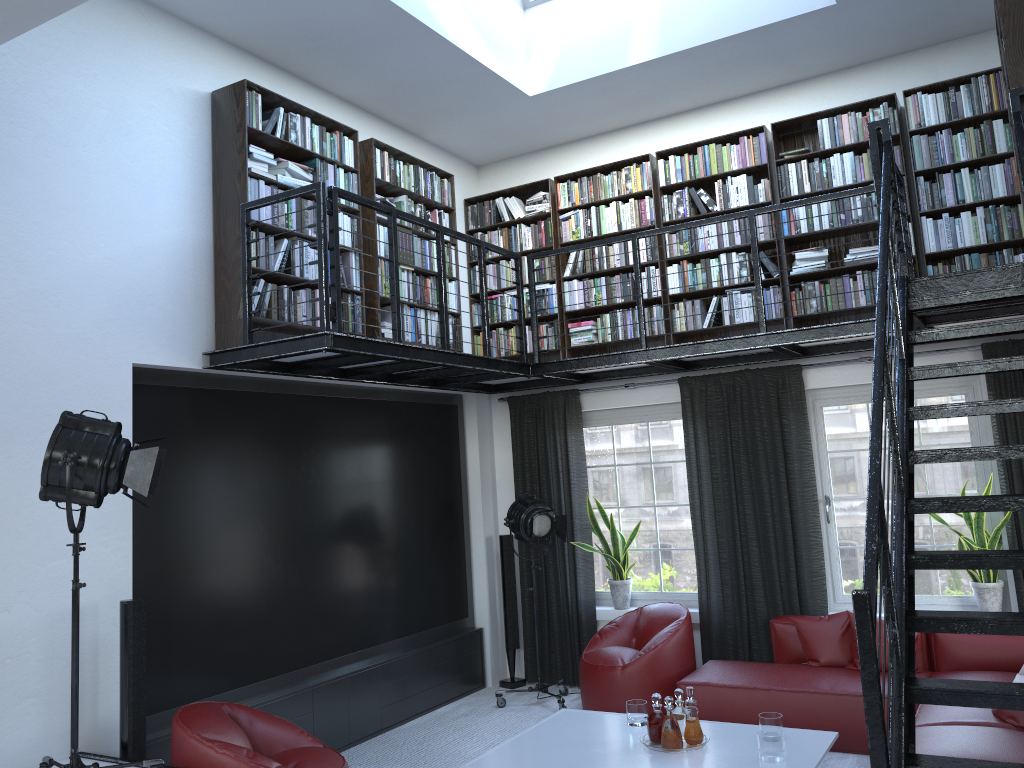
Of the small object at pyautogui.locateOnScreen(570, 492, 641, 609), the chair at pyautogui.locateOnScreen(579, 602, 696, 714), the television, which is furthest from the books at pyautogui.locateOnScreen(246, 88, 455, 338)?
the chair at pyautogui.locateOnScreen(579, 602, 696, 714)

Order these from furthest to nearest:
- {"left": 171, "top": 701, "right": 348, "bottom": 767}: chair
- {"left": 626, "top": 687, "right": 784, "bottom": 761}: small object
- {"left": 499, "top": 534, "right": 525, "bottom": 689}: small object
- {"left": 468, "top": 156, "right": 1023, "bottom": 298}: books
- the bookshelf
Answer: {"left": 499, "top": 534, "right": 525, "bottom": 689}: small object < {"left": 468, "top": 156, "right": 1023, "bottom": 298}: books < the bookshelf < {"left": 626, "top": 687, "right": 784, "bottom": 761}: small object < {"left": 171, "top": 701, "right": 348, "bottom": 767}: chair

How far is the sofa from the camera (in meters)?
4.14

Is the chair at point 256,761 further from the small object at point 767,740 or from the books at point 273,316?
the books at point 273,316

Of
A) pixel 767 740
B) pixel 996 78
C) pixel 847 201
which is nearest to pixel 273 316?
pixel 767 740

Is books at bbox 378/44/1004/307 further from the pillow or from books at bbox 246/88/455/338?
the pillow

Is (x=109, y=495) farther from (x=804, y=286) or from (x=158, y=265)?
(x=804, y=286)

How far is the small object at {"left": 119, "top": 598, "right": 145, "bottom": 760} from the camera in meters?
4.3 m

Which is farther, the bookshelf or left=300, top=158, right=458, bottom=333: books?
left=300, top=158, right=458, bottom=333: books

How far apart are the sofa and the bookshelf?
2.05m
